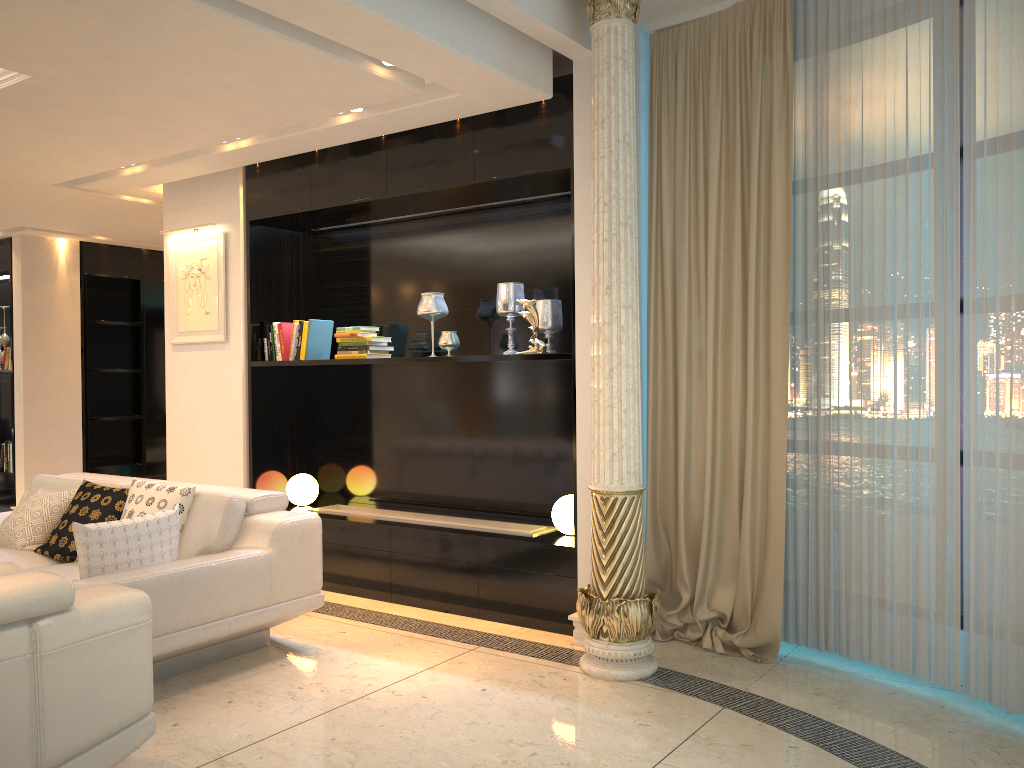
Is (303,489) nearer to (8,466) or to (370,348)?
(370,348)

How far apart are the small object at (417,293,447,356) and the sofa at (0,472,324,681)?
1.4 meters

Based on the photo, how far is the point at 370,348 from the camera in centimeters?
533cm

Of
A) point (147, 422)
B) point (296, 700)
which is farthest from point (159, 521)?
point (147, 422)

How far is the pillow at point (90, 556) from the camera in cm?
369

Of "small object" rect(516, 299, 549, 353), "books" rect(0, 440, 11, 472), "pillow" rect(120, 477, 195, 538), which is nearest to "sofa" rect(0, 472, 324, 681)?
"pillow" rect(120, 477, 195, 538)

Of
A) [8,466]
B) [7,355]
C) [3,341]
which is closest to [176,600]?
[8,466]

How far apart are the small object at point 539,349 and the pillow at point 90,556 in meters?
1.9 m

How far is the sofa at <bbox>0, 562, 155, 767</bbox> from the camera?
2.4m

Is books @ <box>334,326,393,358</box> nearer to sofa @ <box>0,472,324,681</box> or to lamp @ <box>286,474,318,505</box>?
lamp @ <box>286,474,318,505</box>
